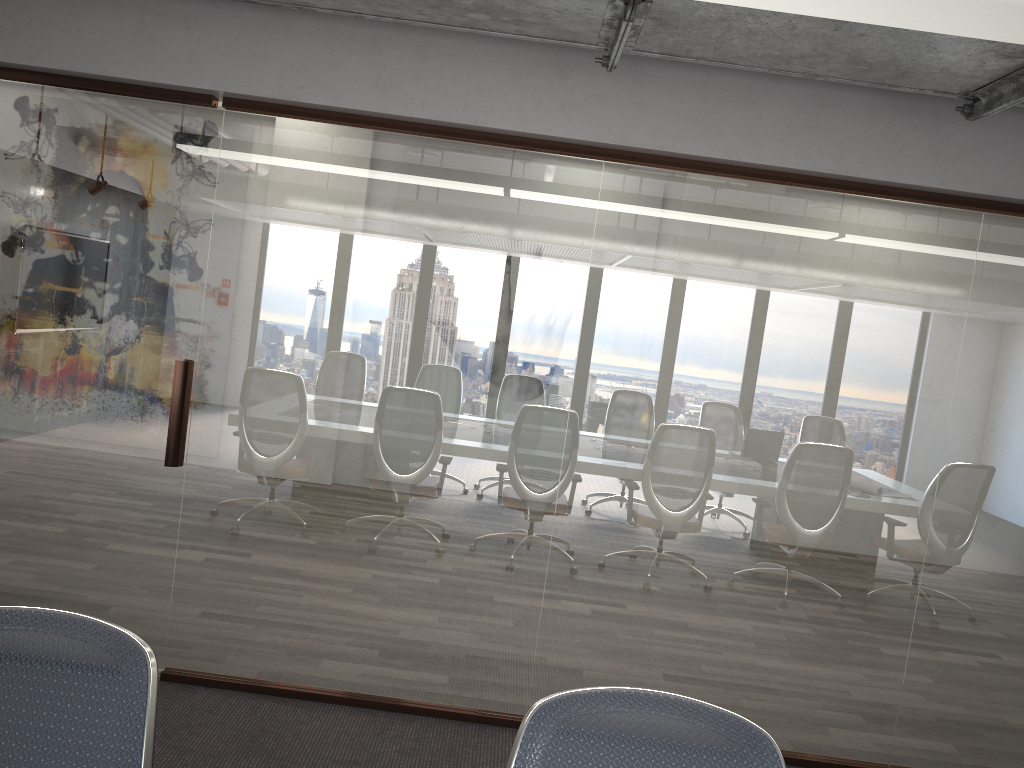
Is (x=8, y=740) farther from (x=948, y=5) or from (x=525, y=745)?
(x=948, y=5)

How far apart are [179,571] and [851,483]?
2.84m

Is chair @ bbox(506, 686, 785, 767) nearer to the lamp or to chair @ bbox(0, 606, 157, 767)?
chair @ bbox(0, 606, 157, 767)

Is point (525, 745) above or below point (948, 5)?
below

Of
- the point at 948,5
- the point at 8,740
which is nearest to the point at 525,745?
the point at 8,740

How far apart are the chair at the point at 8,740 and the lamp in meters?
1.7

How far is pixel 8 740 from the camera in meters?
1.3 m

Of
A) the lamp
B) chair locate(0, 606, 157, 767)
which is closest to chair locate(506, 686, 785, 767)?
chair locate(0, 606, 157, 767)

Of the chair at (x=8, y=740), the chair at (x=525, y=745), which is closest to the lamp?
the chair at (x=525, y=745)

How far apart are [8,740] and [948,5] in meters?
2.1 m
